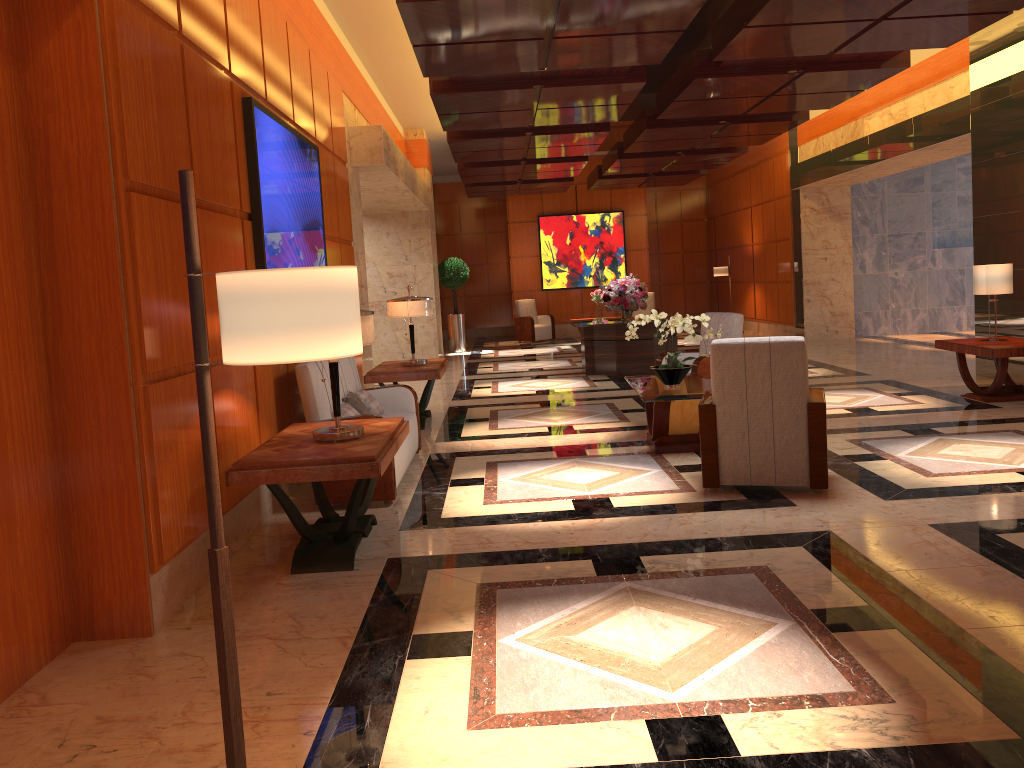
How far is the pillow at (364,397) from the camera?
6.80m

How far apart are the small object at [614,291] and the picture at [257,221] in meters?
5.9

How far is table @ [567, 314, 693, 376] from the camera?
12.1 meters

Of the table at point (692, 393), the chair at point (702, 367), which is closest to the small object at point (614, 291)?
the chair at point (702, 367)

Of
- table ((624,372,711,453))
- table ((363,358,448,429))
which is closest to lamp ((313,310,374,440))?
table ((624,372,711,453))

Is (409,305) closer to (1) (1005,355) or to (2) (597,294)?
(1) (1005,355)

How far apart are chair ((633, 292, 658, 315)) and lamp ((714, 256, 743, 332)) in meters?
1.8 m

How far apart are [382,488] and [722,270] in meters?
14.3 m

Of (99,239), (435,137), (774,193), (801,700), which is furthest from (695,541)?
(774,193)

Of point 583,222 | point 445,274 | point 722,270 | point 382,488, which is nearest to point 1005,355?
point 382,488
